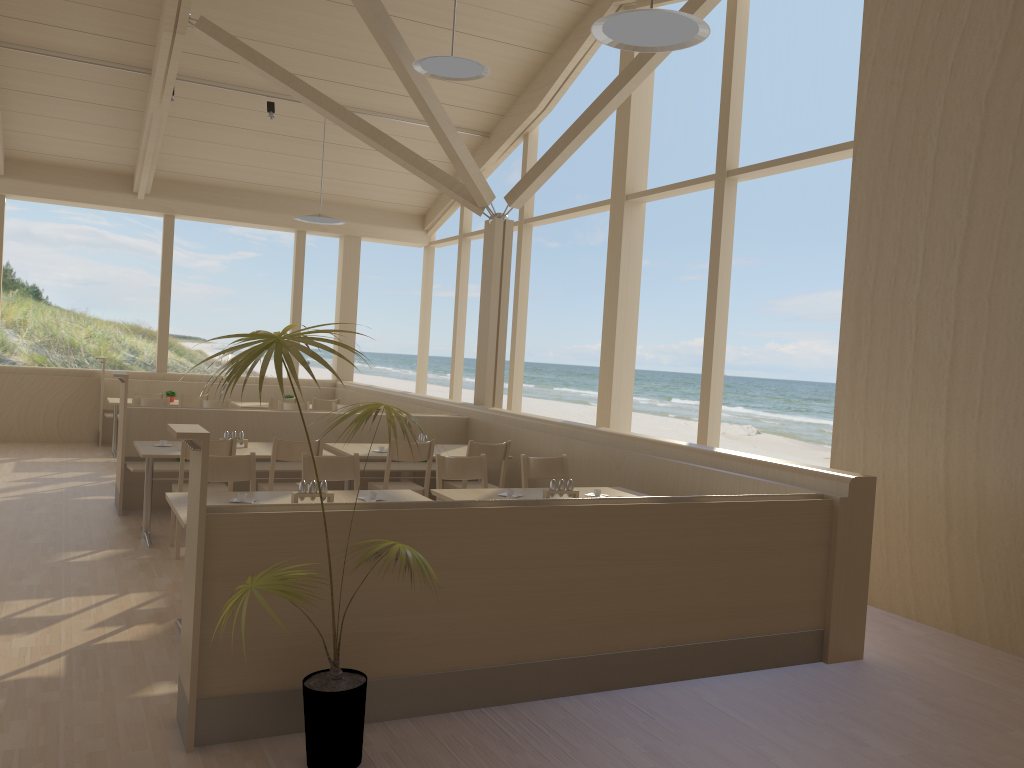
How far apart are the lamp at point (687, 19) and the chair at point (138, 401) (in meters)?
6.21

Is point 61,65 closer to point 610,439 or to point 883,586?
point 610,439

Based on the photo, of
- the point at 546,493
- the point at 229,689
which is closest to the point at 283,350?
the point at 229,689

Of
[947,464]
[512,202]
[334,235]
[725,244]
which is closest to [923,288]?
[947,464]

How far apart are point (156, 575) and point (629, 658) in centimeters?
293cm

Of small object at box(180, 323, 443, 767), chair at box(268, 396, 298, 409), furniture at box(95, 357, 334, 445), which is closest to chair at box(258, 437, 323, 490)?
small object at box(180, 323, 443, 767)

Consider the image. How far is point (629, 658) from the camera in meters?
3.9

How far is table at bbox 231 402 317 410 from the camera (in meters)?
10.67

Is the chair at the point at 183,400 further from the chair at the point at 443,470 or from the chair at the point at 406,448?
the chair at the point at 443,470

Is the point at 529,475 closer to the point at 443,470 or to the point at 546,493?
the point at 443,470
